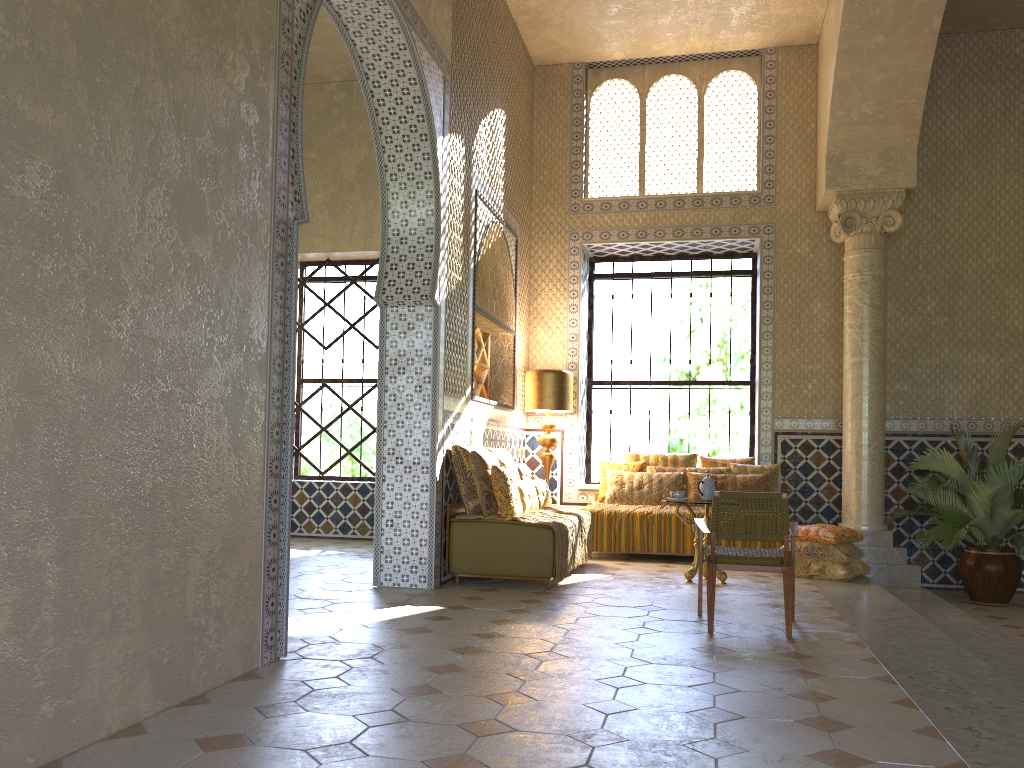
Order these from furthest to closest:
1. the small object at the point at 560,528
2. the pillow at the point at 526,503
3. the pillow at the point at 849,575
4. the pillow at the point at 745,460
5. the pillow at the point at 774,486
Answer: the pillow at the point at 745,460 < the pillow at the point at 774,486 < the pillow at the point at 849,575 < the pillow at the point at 526,503 < the small object at the point at 560,528

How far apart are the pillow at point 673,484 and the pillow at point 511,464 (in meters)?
2.64

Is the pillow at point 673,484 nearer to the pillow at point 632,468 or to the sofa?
the pillow at point 632,468

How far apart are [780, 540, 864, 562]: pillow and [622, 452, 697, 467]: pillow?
2.7m

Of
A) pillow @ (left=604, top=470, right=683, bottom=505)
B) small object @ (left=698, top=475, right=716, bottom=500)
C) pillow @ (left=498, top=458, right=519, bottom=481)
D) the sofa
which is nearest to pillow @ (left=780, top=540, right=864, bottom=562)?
small object @ (left=698, top=475, right=716, bottom=500)

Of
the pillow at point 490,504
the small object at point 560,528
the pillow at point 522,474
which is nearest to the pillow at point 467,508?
the pillow at point 490,504

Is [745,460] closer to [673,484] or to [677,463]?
[677,463]

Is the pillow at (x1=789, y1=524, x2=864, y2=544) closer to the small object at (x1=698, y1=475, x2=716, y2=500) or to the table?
the table

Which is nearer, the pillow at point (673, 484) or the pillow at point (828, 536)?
the pillow at point (828, 536)

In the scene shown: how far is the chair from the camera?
7.44m
